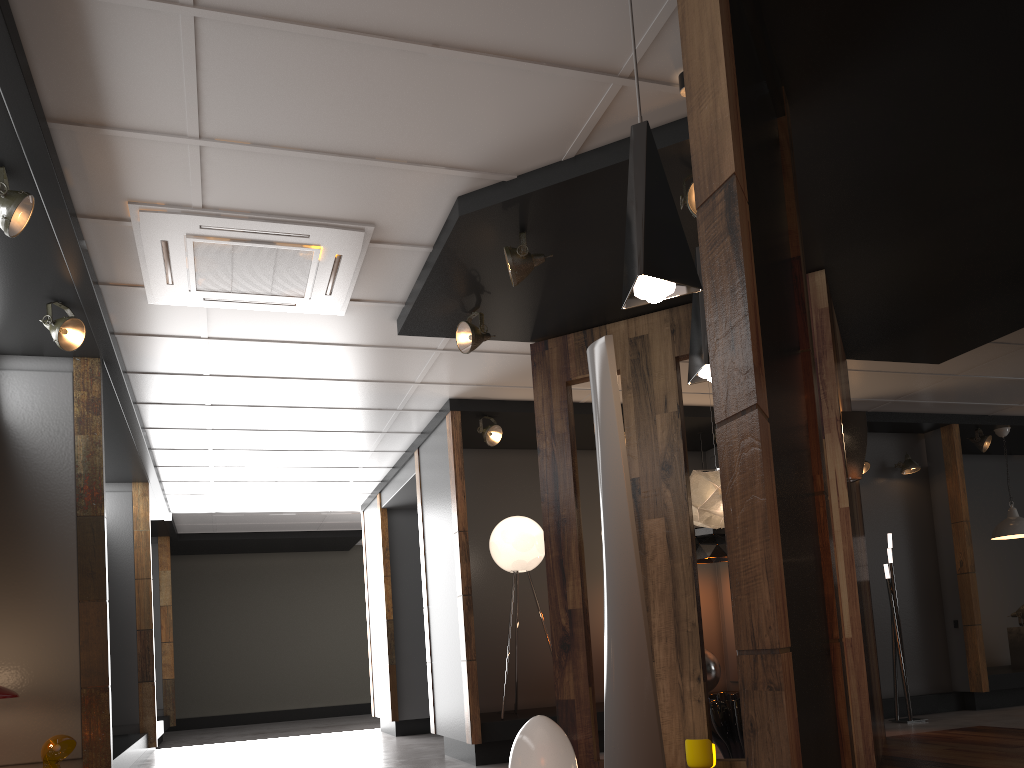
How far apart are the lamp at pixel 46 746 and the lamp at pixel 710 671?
5.0m

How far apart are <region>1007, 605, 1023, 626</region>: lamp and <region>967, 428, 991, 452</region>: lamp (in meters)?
1.77

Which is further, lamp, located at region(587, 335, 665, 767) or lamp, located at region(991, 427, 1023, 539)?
lamp, located at region(991, 427, 1023, 539)

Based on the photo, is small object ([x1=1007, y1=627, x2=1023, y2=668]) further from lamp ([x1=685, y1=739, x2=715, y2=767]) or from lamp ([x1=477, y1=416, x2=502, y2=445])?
lamp ([x1=685, y1=739, x2=715, y2=767])

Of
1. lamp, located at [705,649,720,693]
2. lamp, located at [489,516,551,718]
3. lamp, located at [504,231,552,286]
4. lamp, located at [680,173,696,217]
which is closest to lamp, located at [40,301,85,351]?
lamp, located at [504,231,552,286]

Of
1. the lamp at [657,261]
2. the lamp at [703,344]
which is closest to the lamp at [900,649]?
the lamp at [703,344]

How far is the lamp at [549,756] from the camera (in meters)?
3.64

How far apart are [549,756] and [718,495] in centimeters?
245cm

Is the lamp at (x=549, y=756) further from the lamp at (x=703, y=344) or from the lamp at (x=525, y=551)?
the lamp at (x=525, y=551)

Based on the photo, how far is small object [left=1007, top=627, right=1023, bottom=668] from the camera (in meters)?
9.11
